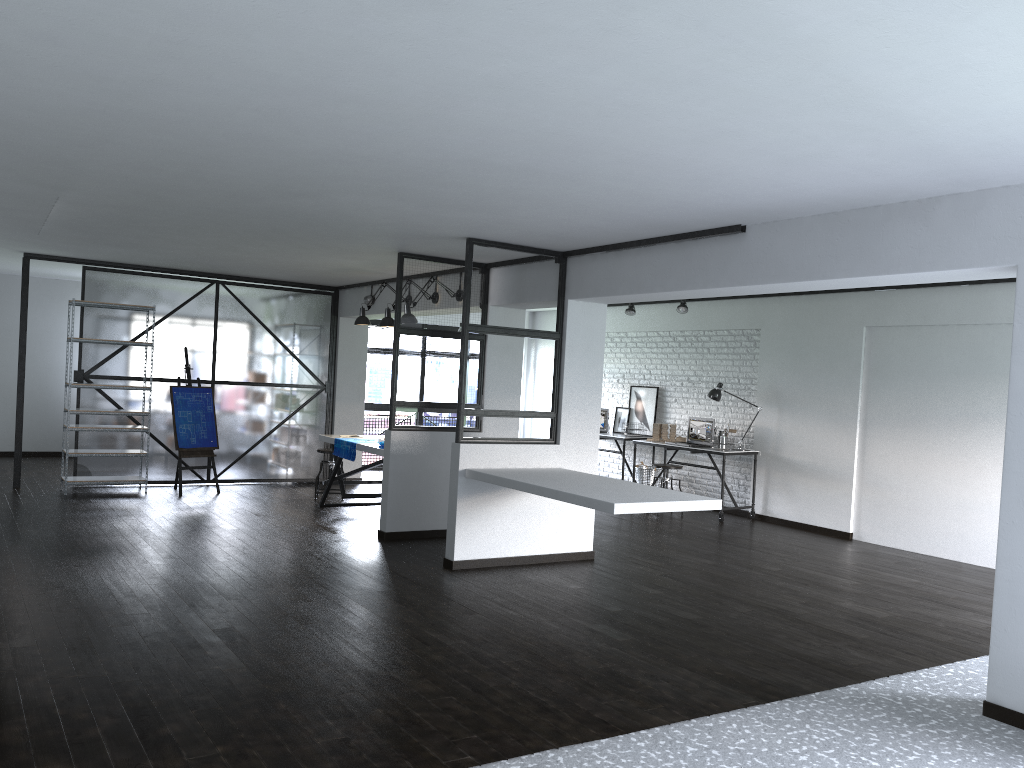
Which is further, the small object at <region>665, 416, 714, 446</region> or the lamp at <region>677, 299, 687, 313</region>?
the small object at <region>665, 416, 714, 446</region>

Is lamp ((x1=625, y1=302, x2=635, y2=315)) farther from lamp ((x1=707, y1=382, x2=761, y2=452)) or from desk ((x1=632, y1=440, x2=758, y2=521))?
desk ((x1=632, y1=440, x2=758, y2=521))

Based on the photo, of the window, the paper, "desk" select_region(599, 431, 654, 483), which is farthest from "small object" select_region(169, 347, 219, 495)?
"desk" select_region(599, 431, 654, 483)

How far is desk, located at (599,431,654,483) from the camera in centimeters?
1064cm

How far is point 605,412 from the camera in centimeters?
1135cm

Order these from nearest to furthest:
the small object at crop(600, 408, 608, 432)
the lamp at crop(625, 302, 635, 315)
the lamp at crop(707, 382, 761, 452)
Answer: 1. the lamp at crop(707, 382, 761, 452)
2. the lamp at crop(625, 302, 635, 315)
3. the small object at crop(600, 408, 608, 432)

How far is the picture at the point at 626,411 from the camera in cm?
1121

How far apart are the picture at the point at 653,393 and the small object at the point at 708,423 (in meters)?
0.93

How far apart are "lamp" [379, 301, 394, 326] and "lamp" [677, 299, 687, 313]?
3.33m

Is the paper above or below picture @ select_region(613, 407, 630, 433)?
below
